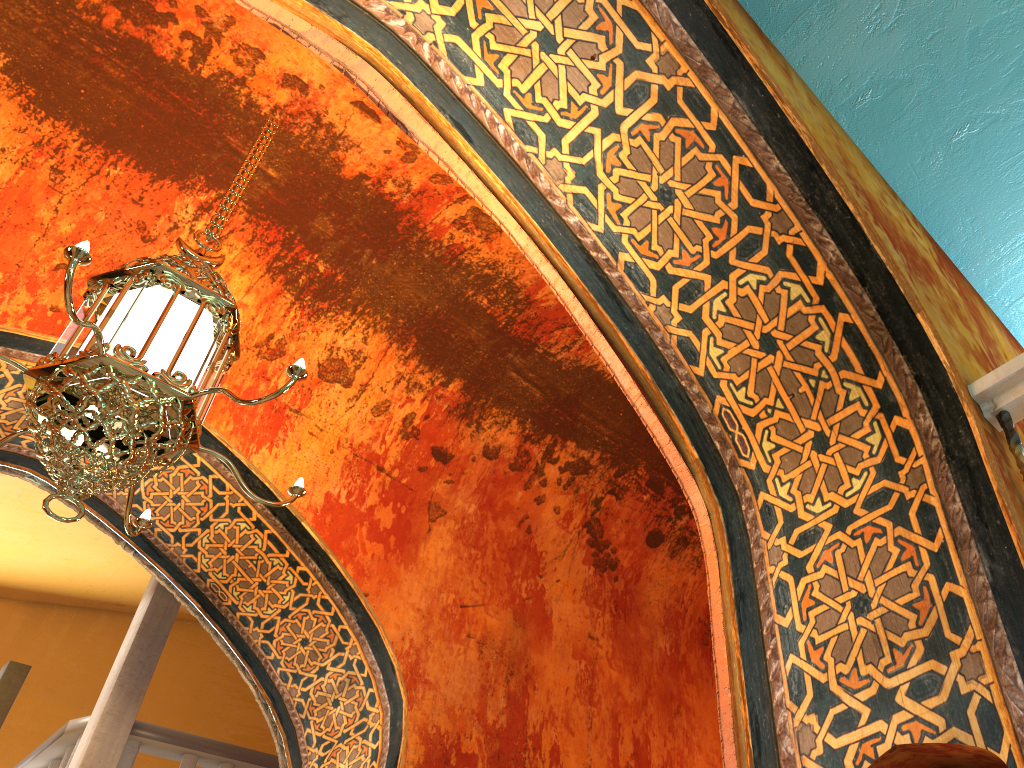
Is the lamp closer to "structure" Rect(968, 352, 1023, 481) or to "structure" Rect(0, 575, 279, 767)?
"structure" Rect(968, 352, 1023, 481)

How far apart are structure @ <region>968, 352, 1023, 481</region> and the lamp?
2.11m

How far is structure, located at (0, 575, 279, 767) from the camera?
6.4 meters

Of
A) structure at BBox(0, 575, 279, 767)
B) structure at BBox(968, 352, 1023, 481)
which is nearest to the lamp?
structure at BBox(968, 352, 1023, 481)

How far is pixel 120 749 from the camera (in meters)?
6.42

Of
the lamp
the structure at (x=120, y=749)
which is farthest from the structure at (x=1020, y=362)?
the structure at (x=120, y=749)

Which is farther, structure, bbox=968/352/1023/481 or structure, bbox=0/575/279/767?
structure, bbox=0/575/279/767

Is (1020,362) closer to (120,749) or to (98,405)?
(98,405)

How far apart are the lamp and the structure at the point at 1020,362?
2.11m

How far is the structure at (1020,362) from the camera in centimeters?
261cm
